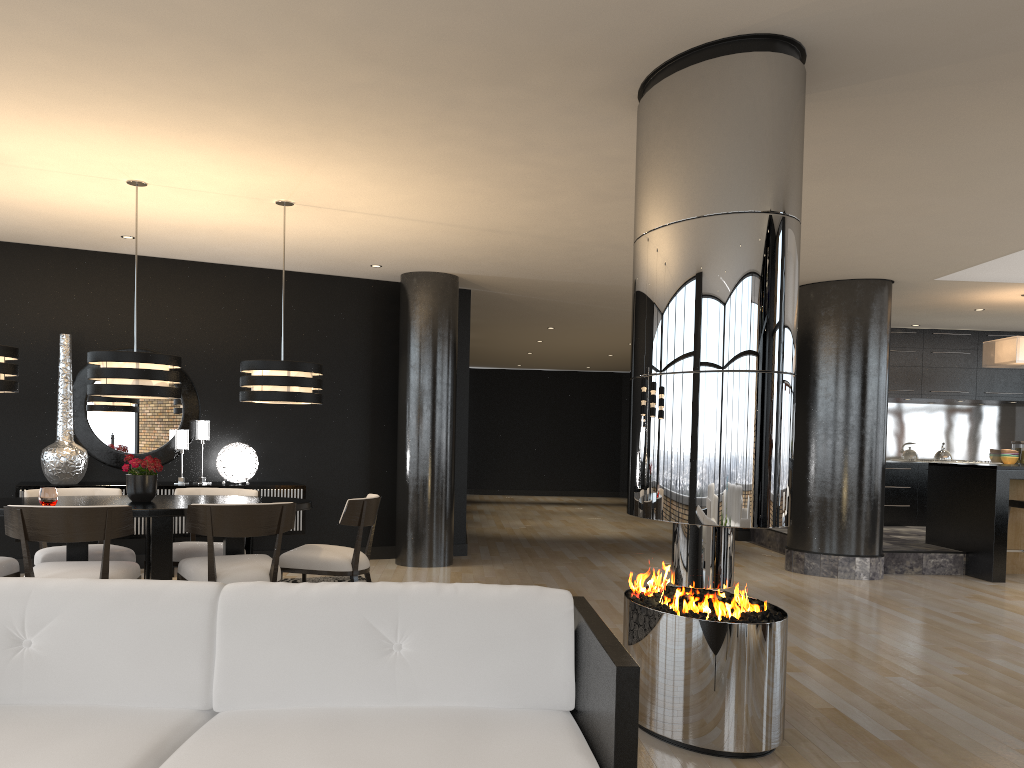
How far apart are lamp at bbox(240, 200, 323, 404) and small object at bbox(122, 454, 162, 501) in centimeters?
65cm

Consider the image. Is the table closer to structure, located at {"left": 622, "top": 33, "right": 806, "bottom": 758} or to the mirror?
the mirror

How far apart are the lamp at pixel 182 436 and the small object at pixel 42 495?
2.6m

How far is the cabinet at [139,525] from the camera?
7.1 meters

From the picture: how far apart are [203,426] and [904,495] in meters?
8.5 m

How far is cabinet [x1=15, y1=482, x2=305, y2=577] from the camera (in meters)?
7.12

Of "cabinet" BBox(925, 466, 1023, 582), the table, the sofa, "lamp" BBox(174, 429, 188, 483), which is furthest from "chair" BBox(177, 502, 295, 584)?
"cabinet" BBox(925, 466, 1023, 582)

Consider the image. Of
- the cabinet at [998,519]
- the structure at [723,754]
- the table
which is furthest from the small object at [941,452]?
the table

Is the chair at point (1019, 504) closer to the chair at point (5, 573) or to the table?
the table

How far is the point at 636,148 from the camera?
3.96m
